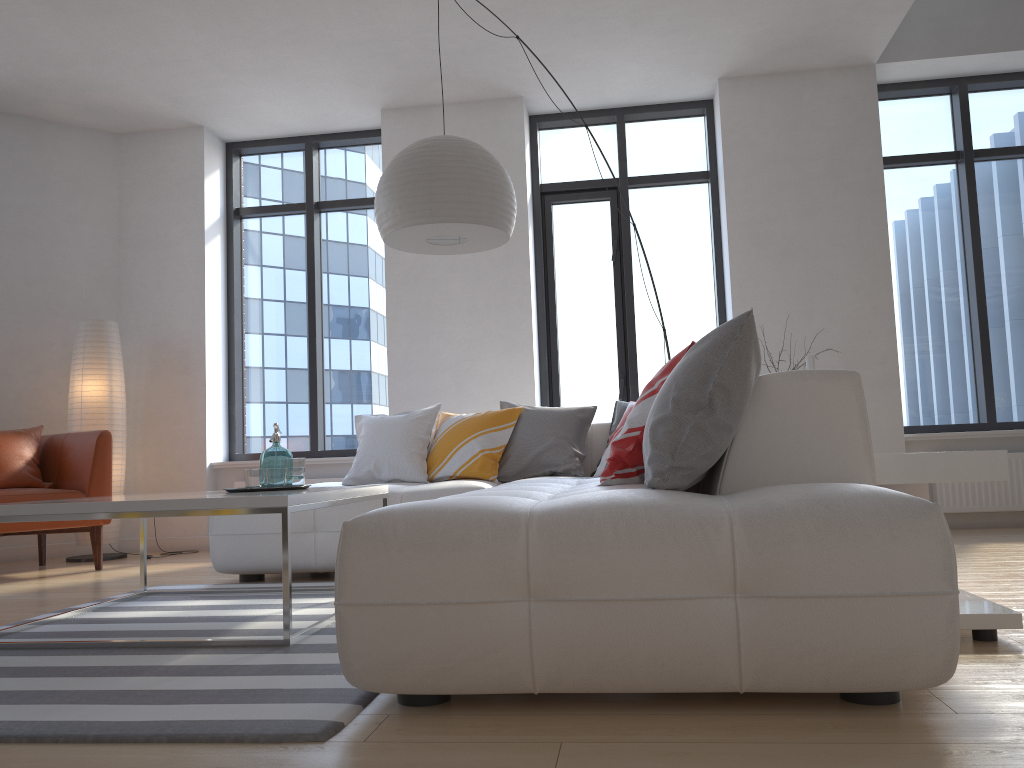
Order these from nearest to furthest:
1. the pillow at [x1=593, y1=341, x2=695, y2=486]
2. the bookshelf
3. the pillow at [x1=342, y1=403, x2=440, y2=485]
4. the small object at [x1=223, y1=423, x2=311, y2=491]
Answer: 1. the bookshelf
2. the pillow at [x1=593, y1=341, x2=695, y2=486]
3. the small object at [x1=223, y1=423, x2=311, y2=491]
4. the pillow at [x1=342, y1=403, x2=440, y2=485]

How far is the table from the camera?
2.6 meters

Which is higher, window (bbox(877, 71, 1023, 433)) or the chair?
window (bbox(877, 71, 1023, 433))

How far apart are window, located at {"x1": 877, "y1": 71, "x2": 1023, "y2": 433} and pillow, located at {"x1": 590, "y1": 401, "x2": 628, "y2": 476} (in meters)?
2.26

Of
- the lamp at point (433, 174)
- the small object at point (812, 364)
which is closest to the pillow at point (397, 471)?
the lamp at point (433, 174)

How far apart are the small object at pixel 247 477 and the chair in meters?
2.0 m

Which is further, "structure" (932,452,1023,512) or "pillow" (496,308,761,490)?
"structure" (932,452,1023,512)

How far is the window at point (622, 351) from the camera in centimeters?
622cm

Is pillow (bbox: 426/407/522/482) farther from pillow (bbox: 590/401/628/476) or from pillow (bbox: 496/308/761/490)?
pillow (bbox: 590/401/628/476)

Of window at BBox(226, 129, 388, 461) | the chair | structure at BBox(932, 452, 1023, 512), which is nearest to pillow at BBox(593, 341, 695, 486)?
structure at BBox(932, 452, 1023, 512)
